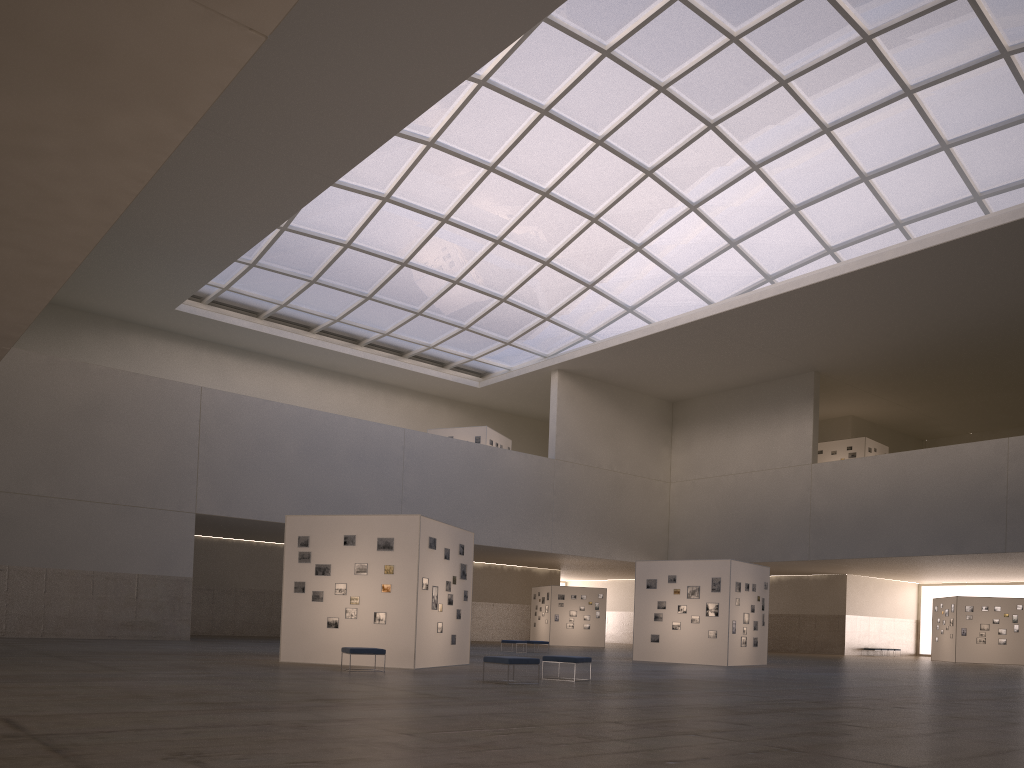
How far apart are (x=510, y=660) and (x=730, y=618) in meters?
18.9

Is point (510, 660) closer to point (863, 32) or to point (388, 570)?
point (388, 570)

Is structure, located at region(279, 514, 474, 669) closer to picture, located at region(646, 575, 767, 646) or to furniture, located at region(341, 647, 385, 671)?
furniture, located at region(341, 647, 385, 671)

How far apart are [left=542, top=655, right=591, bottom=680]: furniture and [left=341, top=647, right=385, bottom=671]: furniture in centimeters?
461cm

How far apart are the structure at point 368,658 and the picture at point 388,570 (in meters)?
0.18

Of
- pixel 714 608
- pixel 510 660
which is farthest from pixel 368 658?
pixel 714 608

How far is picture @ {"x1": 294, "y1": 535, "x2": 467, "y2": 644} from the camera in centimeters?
2528cm

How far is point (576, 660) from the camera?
21.62m

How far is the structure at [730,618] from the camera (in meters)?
35.75

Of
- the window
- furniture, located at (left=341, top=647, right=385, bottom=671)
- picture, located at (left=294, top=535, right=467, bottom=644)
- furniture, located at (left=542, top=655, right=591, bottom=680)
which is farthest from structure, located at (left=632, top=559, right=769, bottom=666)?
the window
